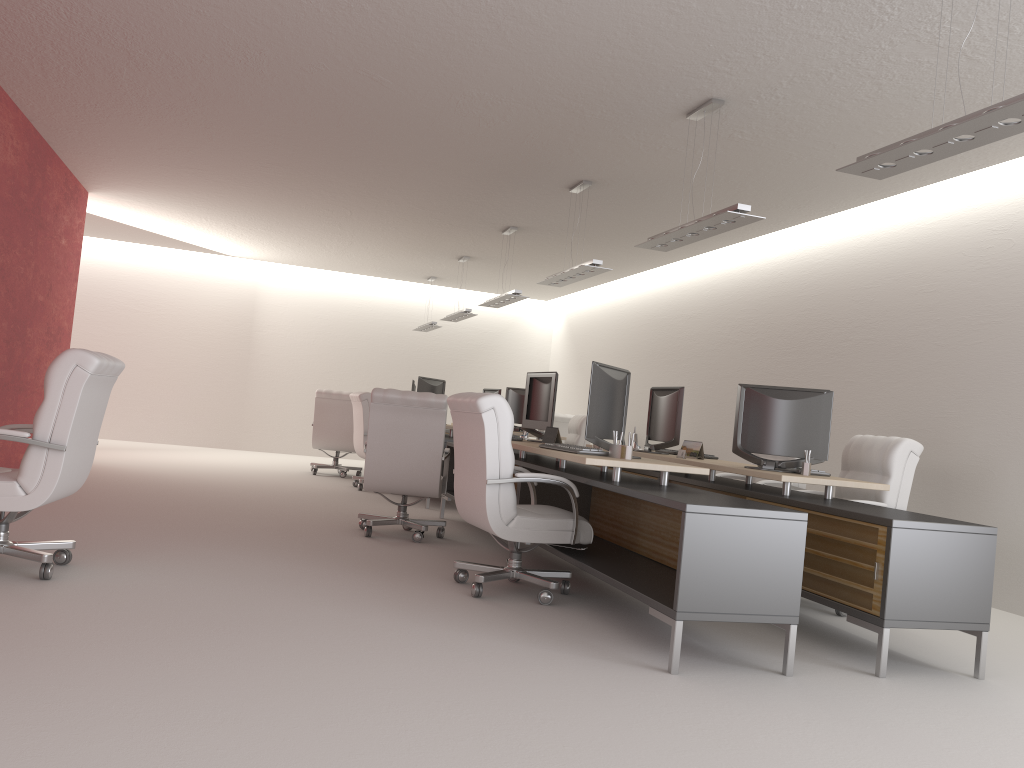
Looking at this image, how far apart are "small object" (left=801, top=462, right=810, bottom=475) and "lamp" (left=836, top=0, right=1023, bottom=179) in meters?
2.6 m

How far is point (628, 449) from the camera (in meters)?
7.17

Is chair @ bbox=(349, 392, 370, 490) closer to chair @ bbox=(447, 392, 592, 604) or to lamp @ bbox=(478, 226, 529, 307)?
lamp @ bbox=(478, 226, 529, 307)

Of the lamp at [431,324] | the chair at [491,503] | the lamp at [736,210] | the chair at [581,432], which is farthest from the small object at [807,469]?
the lamp at [431,324]

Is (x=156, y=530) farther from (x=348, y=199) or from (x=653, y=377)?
(x=653, y=377)

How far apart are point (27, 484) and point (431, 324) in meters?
14.5 m

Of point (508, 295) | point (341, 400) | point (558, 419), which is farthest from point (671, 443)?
point (341, 400)

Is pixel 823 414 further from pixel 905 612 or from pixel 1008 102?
pixel 1008 102

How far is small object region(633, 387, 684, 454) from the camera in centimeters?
988cm

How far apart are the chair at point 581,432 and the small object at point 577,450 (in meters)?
7.97
